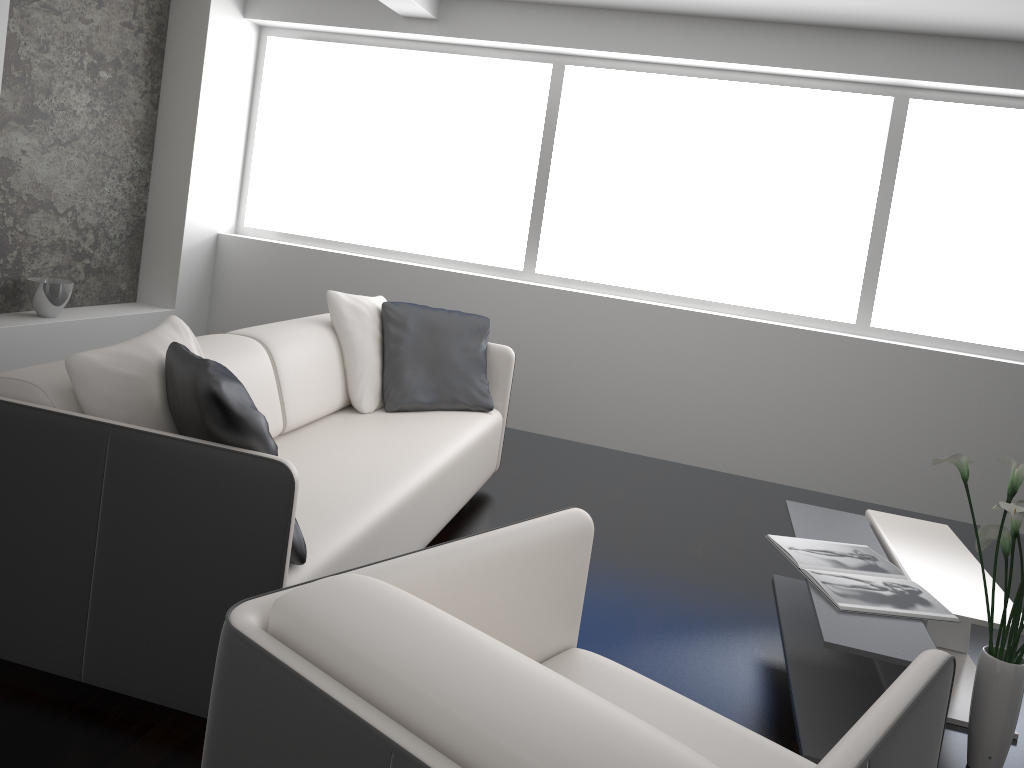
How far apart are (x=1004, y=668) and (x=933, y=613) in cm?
25

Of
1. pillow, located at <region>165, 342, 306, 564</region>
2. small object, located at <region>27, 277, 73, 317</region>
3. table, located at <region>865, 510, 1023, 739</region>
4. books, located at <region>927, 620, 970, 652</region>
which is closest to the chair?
pillow, located at <region>165, 342, 306, 564</region>

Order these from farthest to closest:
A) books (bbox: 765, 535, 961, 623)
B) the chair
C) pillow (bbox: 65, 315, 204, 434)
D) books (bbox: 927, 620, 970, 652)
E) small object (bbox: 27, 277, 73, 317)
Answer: small object (bbox: 27, 277, 73, 317) < books (bbox: 927, 620, 970, 652) < books (bbox: 765, 535, 961, 623) < pillow (bbox: 65, 315, 204, 434) < the chair

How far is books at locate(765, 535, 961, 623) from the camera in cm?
252

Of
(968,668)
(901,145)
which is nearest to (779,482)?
(901,145)

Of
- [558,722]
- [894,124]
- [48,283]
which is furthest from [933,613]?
[48,283]

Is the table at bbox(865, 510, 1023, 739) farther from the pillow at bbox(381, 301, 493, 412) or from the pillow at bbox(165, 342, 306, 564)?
the pillow at bbox(165, 342, 306, 564)

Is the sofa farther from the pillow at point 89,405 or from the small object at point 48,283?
the small object at point 48,283

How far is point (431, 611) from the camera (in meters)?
1.24

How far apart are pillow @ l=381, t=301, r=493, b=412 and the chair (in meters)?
1.92
